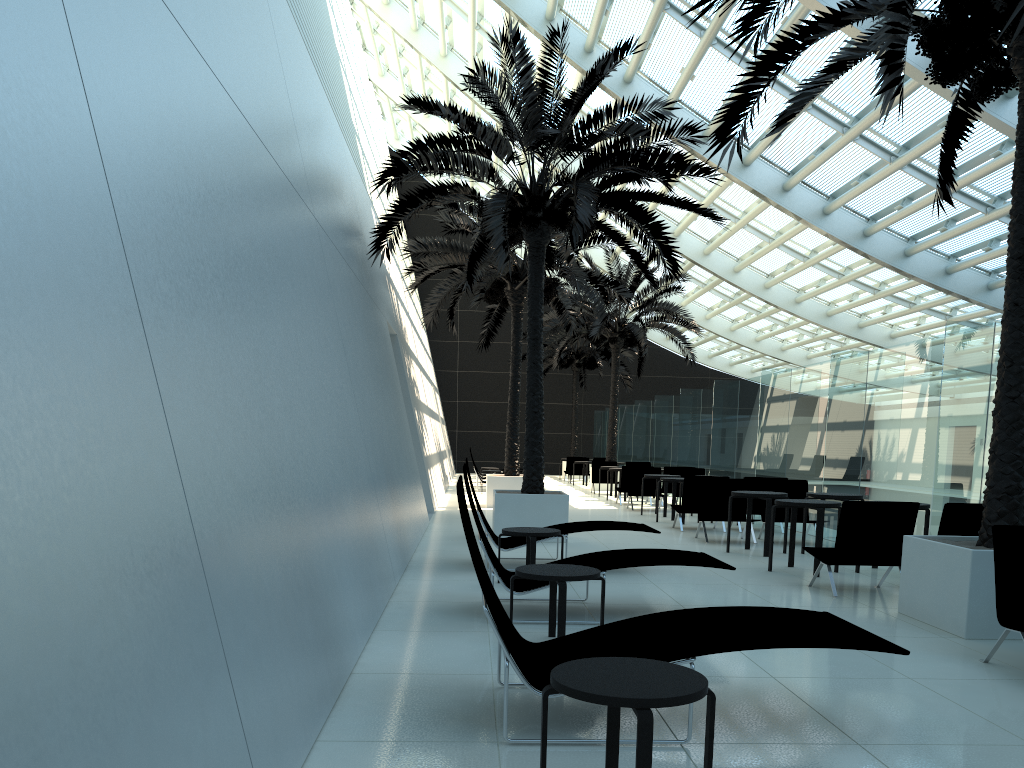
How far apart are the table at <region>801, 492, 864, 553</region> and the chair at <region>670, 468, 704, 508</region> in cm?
745

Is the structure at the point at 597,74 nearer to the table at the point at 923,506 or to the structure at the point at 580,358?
the table at the point at 923,506

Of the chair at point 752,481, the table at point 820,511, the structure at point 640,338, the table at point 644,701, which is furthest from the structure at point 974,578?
the structure at point 640,338

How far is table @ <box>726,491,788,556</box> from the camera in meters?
10.6 m

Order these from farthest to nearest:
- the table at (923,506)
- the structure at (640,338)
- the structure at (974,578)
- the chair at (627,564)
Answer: the structure at (640,338) < the table at (923,506) < the chair at (627,564) < the structure at (974,578)

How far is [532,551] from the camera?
7.8m

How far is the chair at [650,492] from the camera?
18.2 meters

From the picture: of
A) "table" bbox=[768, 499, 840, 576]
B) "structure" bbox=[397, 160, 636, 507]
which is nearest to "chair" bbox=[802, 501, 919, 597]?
"table" bbox=[768, 499, 840, 576]

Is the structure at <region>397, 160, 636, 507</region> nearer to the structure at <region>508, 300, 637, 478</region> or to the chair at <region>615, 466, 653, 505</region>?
the chair at <region>615, 466, 653, 505</region>

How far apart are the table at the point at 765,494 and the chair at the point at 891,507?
2.10m
